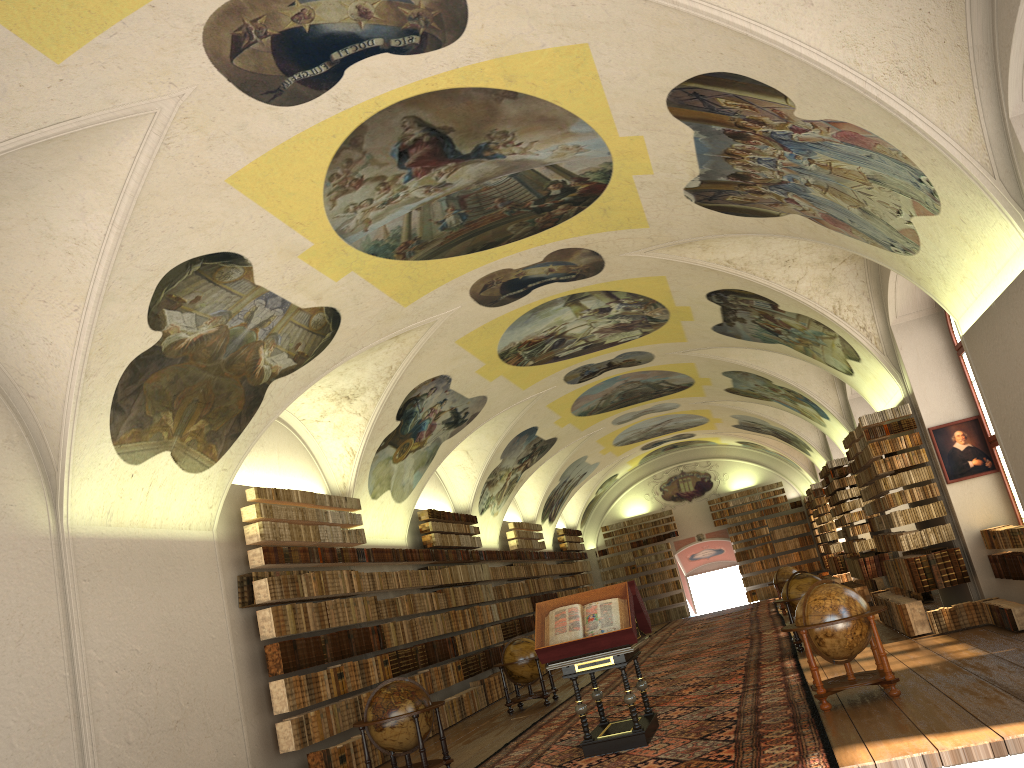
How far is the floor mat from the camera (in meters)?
9.23

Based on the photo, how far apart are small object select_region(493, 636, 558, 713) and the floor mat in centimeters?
52cm

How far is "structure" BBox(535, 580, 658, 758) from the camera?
10.8 meters

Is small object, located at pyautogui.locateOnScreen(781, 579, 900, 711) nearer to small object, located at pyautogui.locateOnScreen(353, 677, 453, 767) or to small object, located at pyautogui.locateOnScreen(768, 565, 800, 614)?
small object, located at pyautogui.locateOnScreen(353, 677, 453, 767)

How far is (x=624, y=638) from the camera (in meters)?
10.77

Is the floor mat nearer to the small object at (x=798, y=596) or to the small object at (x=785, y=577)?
the small object at (x=798, y=596)

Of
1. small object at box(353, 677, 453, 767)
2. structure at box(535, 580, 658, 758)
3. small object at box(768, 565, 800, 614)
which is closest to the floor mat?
structure at box(535, 580, 658, 758)

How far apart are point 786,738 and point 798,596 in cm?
800

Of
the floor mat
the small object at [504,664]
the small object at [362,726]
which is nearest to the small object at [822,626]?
the floor mat

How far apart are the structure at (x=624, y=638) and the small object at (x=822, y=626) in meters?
1.8
